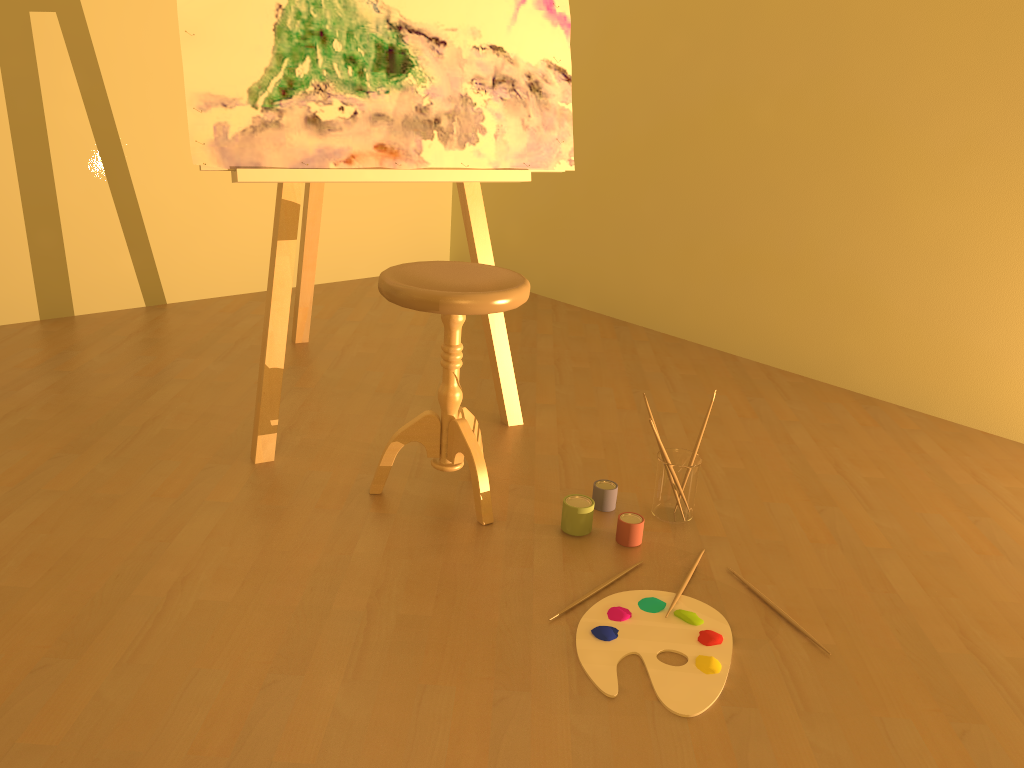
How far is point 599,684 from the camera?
1.5 meters

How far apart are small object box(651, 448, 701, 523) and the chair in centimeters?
40cm

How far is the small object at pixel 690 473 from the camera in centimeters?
208cm

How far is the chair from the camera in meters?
1.9

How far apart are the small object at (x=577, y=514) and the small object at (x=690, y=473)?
0.18m

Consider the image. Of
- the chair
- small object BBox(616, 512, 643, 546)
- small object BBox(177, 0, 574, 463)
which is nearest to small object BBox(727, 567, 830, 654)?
small object BBox(616, 512, 643, 546)

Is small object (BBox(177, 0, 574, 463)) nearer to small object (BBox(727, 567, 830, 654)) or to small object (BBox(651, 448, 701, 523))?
small object (BBox(651, 448, 701, 523))

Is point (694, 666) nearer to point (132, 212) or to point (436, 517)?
point (436, 517)

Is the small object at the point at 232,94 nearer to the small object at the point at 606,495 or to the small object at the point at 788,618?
the small object at the point at 606,495

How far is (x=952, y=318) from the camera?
2.9m
